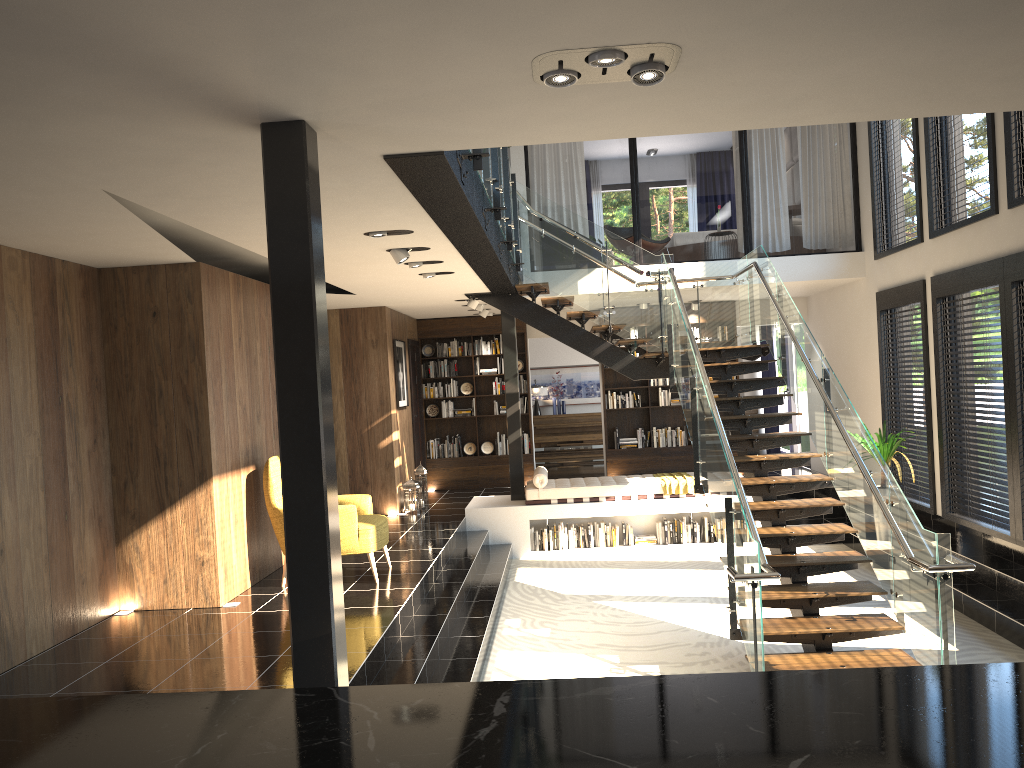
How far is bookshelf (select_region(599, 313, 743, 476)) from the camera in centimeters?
1363cm

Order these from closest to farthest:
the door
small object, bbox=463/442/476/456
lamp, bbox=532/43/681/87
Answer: lamp, bbox=532/43/681/87, the door, small object, bbox=463/442/476/456

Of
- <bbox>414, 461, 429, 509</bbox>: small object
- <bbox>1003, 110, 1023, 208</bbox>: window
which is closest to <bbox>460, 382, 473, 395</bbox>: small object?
<bbox>414, 461, 429, 509</bbox>: small object

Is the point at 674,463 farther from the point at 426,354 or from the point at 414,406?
the point at 426,354

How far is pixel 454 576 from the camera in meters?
8.4 m

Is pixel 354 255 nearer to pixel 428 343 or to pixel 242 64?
pixel 242 64

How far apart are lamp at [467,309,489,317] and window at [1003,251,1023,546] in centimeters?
689cm

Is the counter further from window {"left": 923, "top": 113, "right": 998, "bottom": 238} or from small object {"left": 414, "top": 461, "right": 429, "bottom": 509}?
small object {"left": 414, "top": 461, "right": 429, "bottom": 509}

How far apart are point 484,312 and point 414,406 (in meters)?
1.91

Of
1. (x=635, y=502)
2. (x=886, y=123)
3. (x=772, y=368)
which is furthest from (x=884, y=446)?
(x=772, y=368)
